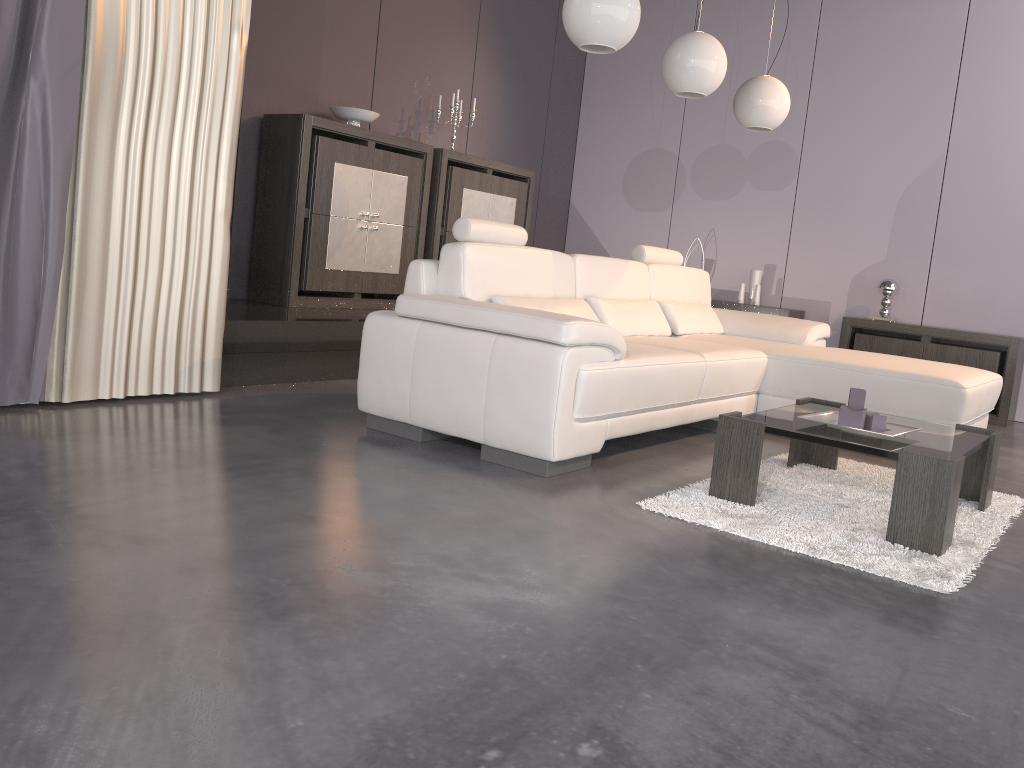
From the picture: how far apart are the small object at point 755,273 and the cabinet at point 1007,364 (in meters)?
0.79

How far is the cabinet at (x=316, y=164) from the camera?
4.9m

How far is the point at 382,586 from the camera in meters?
1.9 m

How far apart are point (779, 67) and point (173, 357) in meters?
5.1

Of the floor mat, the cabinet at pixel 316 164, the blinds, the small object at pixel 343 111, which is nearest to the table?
the floor mat

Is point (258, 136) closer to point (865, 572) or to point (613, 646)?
point (865, 572)

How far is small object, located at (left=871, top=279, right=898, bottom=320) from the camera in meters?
6.0 m

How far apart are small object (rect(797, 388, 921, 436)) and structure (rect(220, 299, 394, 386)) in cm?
243

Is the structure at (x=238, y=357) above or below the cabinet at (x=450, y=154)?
below

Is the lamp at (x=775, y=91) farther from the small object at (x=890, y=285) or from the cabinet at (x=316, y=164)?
the cabinet at (x=316, y=164)
